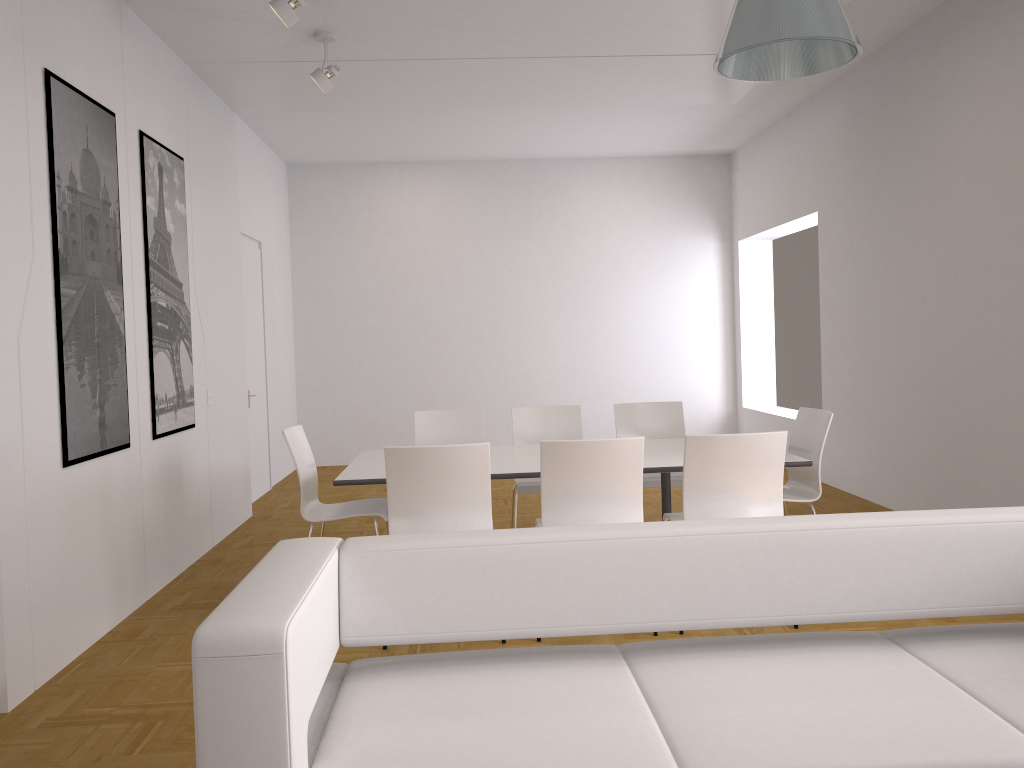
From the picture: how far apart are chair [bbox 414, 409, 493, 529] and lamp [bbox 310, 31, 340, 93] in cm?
215

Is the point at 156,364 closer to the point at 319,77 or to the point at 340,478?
the point at 340,478

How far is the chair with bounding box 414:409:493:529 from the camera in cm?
597

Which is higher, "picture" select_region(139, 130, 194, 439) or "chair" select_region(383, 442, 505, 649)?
"picture" select_region(139, 130, 194, 439)

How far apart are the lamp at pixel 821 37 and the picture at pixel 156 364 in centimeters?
350cm

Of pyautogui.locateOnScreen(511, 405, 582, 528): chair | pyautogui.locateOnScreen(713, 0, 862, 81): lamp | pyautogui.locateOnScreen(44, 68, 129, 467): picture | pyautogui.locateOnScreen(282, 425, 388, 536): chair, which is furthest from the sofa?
pyautogui.locateOnScreen(511, 405, 582, 528): chair

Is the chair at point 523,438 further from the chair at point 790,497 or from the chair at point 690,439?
the chair at point 790,497

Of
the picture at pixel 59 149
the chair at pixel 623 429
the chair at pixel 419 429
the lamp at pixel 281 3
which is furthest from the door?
the lamp at pixel 281 3

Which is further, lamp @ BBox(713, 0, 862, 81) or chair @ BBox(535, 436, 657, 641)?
chair @ BBox(535, 436, 657, 641)

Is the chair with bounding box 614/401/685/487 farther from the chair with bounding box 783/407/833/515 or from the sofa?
the sofa
